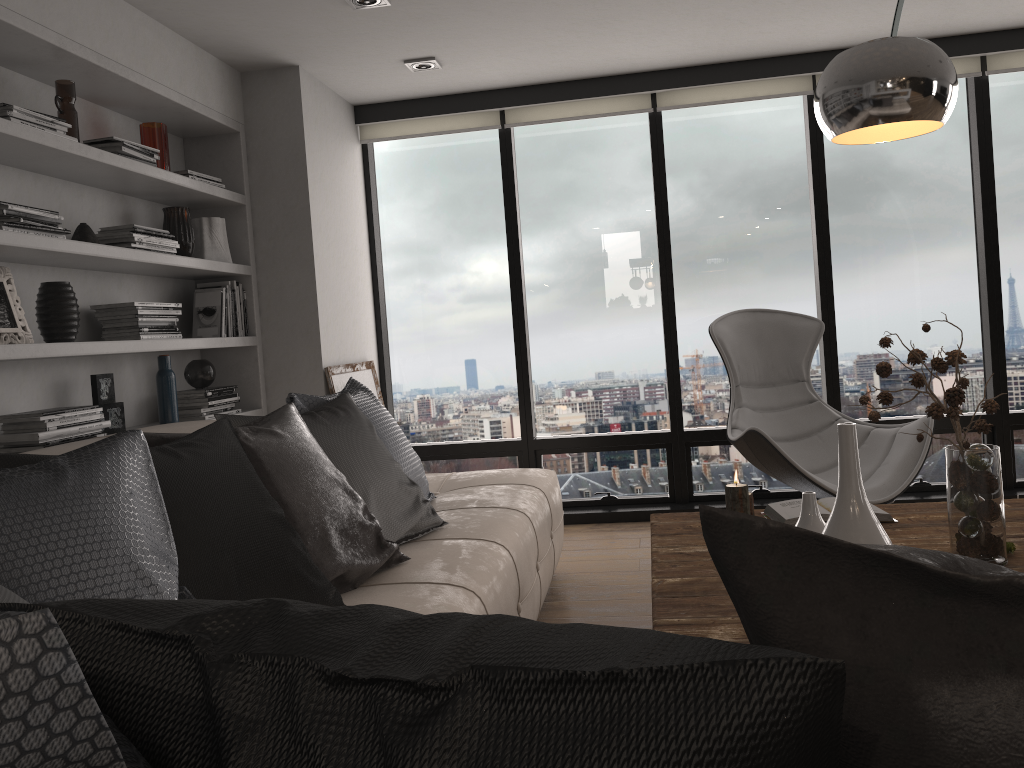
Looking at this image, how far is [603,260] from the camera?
5.1m

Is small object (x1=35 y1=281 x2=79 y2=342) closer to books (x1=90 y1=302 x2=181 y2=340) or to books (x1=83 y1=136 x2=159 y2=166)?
books (x1=90 y1=302 x2=181 y2=340)

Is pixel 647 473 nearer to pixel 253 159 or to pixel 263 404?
pixel 263 404

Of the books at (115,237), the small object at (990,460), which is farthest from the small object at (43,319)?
the small object at (990,460)

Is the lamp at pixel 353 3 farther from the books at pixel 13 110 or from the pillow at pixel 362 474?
the pillow at pixel 362 474

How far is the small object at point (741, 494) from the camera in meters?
2.5 m

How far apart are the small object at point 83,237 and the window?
2.1 meters

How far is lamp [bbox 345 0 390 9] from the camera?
3.46m

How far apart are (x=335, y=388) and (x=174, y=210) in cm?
111

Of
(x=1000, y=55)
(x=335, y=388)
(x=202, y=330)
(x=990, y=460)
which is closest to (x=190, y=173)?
(x=202, y=330)
